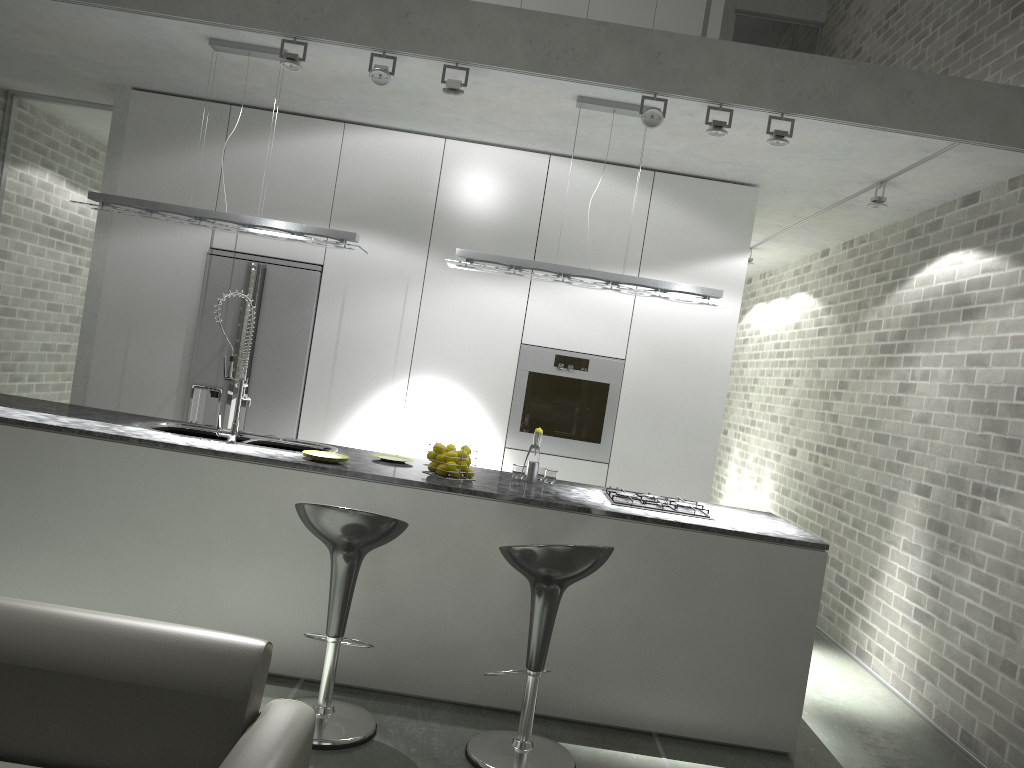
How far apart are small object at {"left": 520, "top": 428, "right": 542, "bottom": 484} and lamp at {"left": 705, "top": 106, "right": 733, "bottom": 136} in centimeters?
172cm

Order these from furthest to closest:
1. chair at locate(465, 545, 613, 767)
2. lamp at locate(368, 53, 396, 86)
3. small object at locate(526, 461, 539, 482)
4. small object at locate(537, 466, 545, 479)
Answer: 1. small object at locate(537, 466, 545, 479)
2. small object at locate(526, 461, 539, 482)
3. lamp at locate(368, 53, 396, 86)
4. chair at locate(465, 545, 613, 767)

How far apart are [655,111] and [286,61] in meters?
1.8 m

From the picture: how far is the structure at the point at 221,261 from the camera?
5.83m

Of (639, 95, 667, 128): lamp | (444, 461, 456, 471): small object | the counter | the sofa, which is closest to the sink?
the counter

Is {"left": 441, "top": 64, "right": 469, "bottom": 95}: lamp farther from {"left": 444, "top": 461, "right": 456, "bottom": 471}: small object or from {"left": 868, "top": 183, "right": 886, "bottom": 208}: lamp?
{"left": 868, "top": 183, "right": 886, "bottom": 208}: lamp

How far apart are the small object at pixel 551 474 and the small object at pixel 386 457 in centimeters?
78cm

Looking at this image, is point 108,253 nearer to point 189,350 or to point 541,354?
point 189,350

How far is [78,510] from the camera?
4.0m

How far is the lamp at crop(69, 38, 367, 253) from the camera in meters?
4.6
